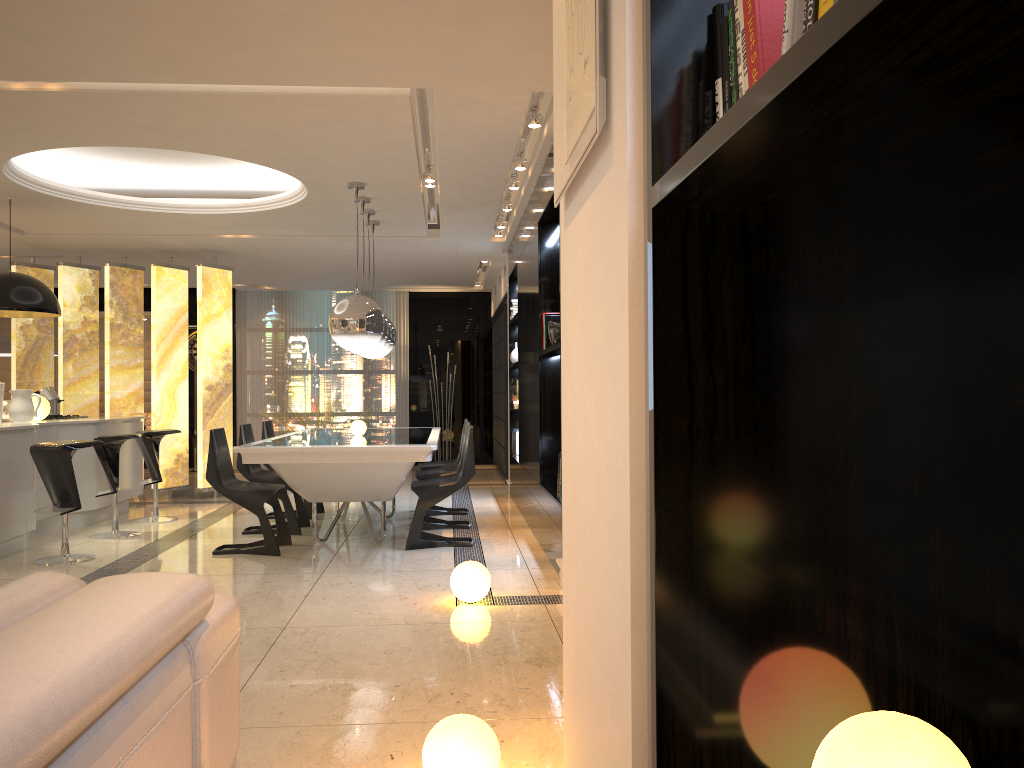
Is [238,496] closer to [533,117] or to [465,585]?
[465,585]

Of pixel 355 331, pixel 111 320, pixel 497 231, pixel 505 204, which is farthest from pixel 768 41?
pixel 111 320

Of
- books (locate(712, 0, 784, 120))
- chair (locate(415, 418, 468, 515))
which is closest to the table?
chair (locate(415, 418, 468, 515))

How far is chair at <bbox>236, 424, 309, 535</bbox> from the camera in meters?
6.8 m

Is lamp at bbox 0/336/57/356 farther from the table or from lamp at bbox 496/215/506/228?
lamp at bbox 496/215/506/228

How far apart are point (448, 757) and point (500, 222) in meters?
6.6

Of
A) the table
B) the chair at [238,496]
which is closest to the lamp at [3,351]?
the table

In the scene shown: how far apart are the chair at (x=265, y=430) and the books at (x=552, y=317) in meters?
2.9 m

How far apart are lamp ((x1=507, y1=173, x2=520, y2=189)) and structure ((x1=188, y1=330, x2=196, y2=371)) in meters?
8.0

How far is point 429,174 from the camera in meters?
6.5
